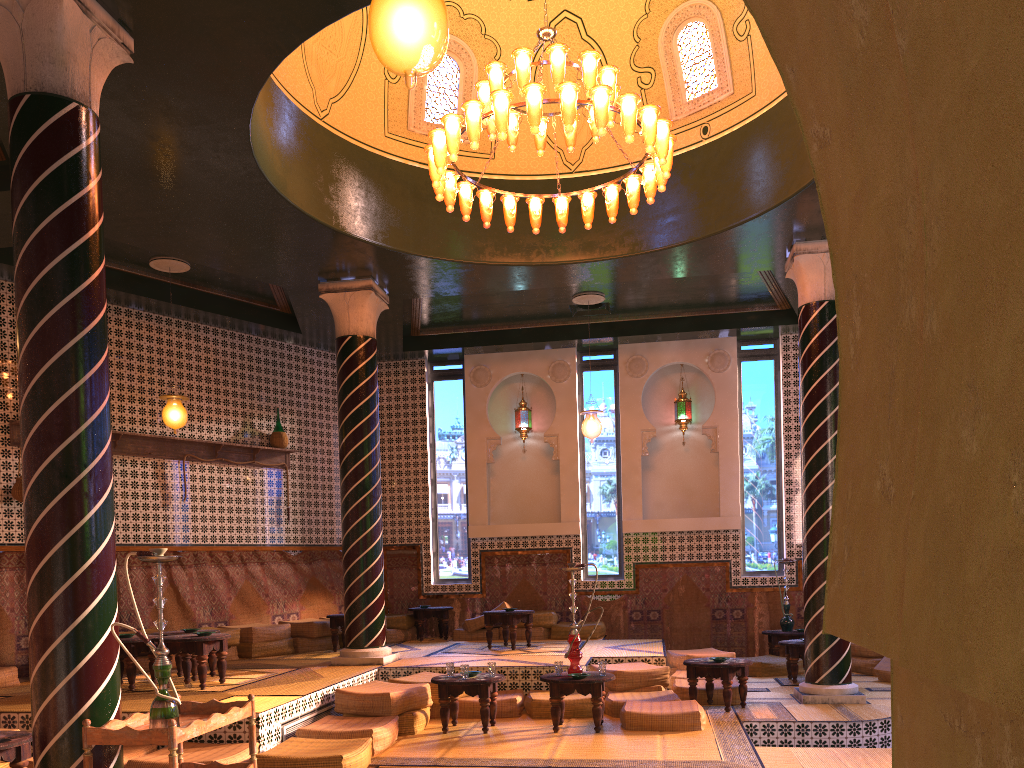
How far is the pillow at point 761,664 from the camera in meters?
13.0

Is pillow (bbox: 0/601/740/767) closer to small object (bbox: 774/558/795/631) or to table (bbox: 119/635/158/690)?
table (bbox: 119/635/158/690)

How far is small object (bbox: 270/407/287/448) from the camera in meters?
14.6 m

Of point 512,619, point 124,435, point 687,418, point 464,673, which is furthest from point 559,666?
point 687,418

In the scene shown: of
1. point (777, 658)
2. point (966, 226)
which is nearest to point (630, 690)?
point (777, 658)

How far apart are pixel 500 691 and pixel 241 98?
7.18m

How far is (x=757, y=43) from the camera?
10.74m

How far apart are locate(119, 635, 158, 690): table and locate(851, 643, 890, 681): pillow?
9.6m

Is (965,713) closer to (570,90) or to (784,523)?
(570,90)

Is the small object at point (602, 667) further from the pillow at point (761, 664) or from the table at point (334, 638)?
the table at point (334, 638)
